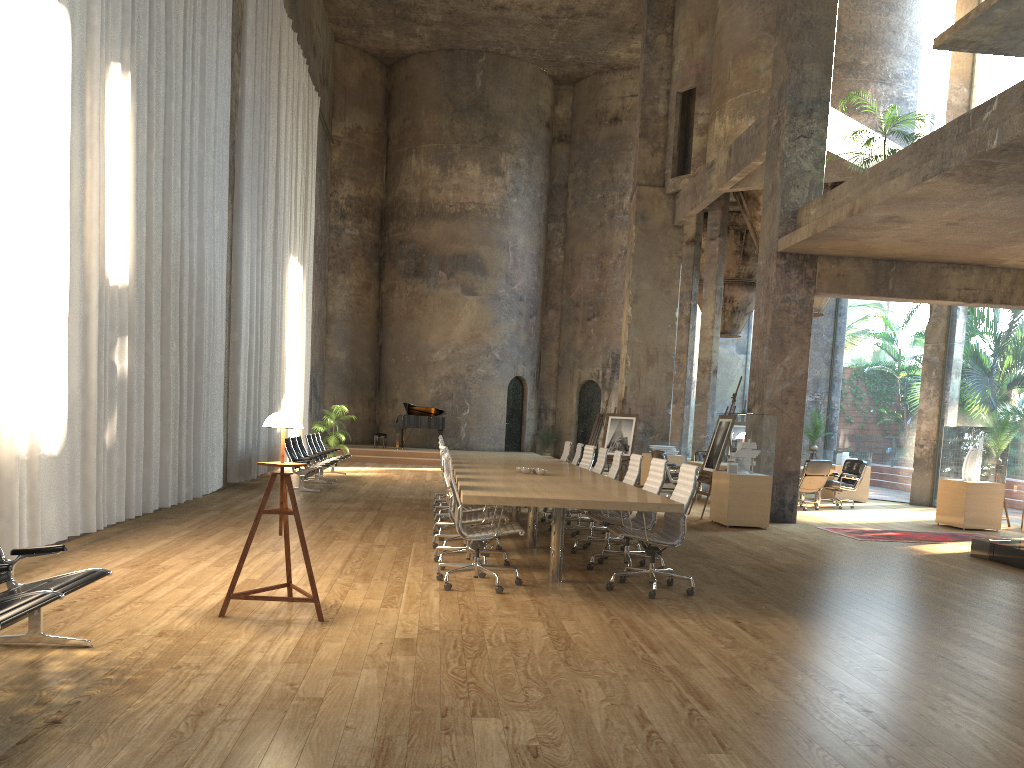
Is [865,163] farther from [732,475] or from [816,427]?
[816,427]

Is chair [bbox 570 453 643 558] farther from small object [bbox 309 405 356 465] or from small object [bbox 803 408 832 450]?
small object [bbox 309 405 356 465]

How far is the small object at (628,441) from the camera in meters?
17.8 m

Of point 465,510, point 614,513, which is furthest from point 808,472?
point 465,510

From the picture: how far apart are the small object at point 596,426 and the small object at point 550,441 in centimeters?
701cm

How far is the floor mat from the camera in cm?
1144

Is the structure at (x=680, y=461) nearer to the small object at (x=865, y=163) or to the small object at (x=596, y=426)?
the small object at (x=596, y=426)

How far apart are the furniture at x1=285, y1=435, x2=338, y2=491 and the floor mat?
7.8m

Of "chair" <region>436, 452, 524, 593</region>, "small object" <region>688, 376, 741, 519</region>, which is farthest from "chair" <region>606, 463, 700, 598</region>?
"small object" <region>688, 376, 741, 519</region>

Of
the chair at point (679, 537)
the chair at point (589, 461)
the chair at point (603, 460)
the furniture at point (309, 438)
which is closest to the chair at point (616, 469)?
the chair at point (603, 460)
